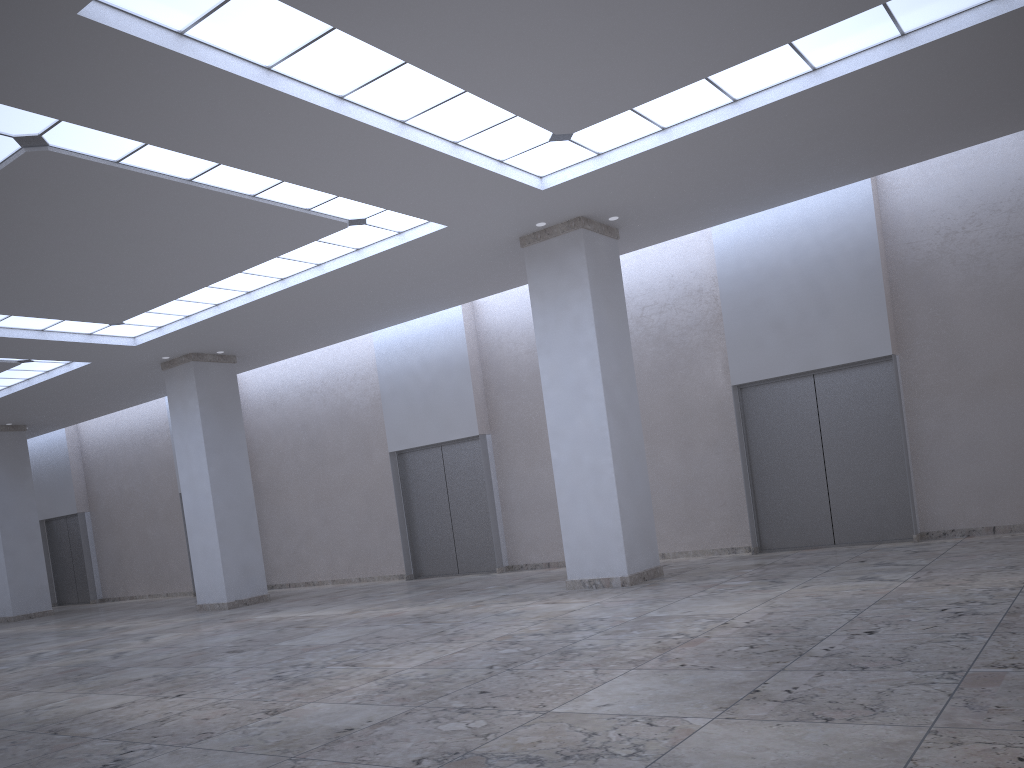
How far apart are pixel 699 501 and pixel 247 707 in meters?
31.8
